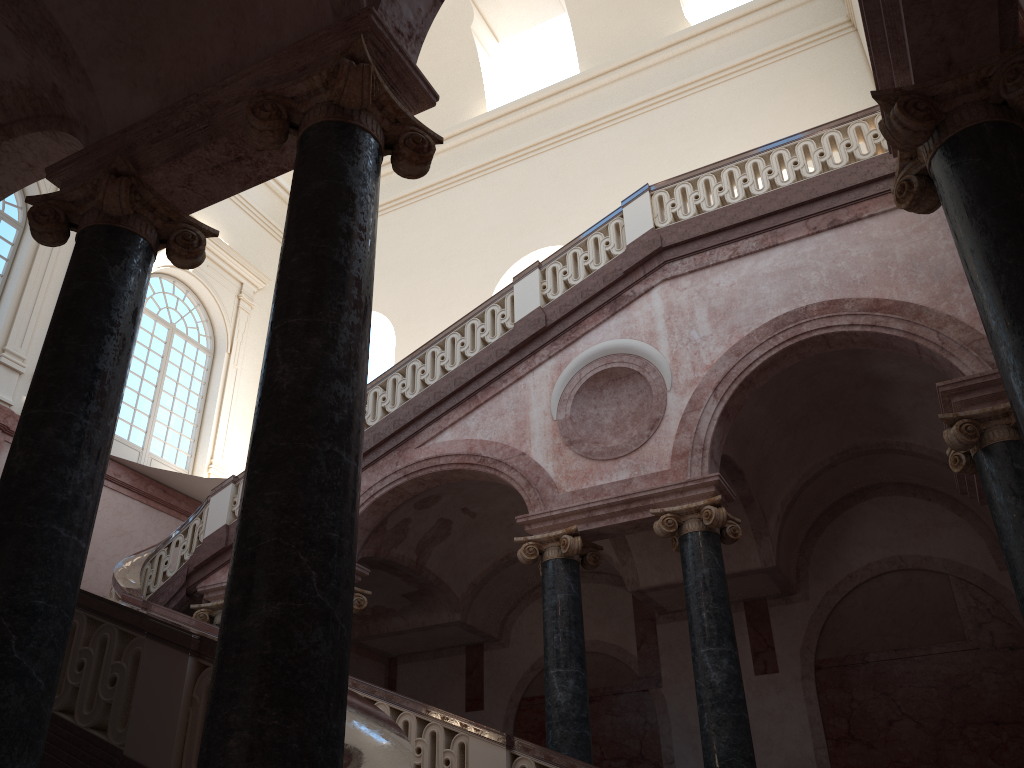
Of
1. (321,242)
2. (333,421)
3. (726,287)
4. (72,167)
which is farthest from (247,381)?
(333,421)
